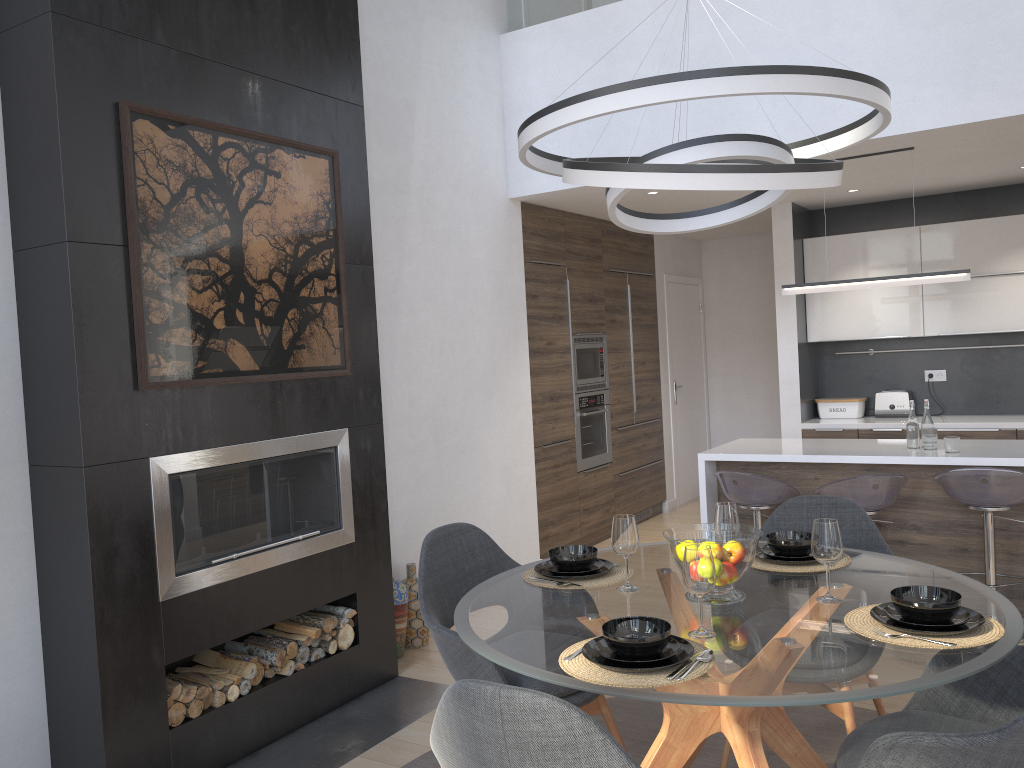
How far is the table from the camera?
1.9m

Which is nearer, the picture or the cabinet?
the picture

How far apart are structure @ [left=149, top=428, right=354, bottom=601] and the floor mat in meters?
0.9 m

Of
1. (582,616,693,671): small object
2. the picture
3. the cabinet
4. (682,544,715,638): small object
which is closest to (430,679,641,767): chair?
(582,616,693,671): small object

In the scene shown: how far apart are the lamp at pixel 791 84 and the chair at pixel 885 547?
1.3 meters

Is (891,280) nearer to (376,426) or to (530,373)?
(530,373)

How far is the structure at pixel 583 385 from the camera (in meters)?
6.59

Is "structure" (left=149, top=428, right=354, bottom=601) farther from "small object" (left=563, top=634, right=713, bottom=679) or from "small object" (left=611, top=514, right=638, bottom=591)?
"small object" (left=563, top=634, right=713, bottom=679)

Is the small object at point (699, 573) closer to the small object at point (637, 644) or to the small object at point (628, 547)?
the small object at point (637, 644)

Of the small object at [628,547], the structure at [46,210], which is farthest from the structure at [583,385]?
the small object at [628,547]
